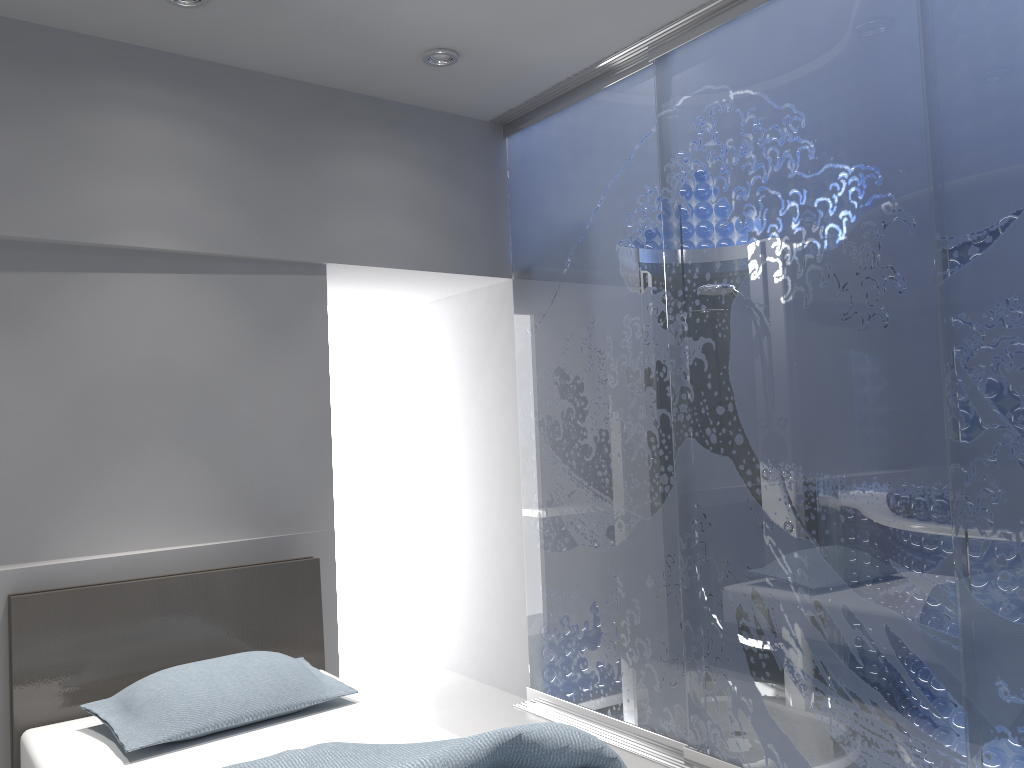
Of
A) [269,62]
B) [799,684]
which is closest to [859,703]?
[799,684]

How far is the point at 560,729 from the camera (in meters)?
2.08

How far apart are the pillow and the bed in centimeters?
3cm

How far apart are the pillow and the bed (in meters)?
0.03

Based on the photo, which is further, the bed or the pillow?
the pillow

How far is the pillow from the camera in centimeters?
251cm

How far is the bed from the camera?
2.08m

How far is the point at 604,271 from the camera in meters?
3.7 m

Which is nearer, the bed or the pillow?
the bed

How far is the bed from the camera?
2.1m
